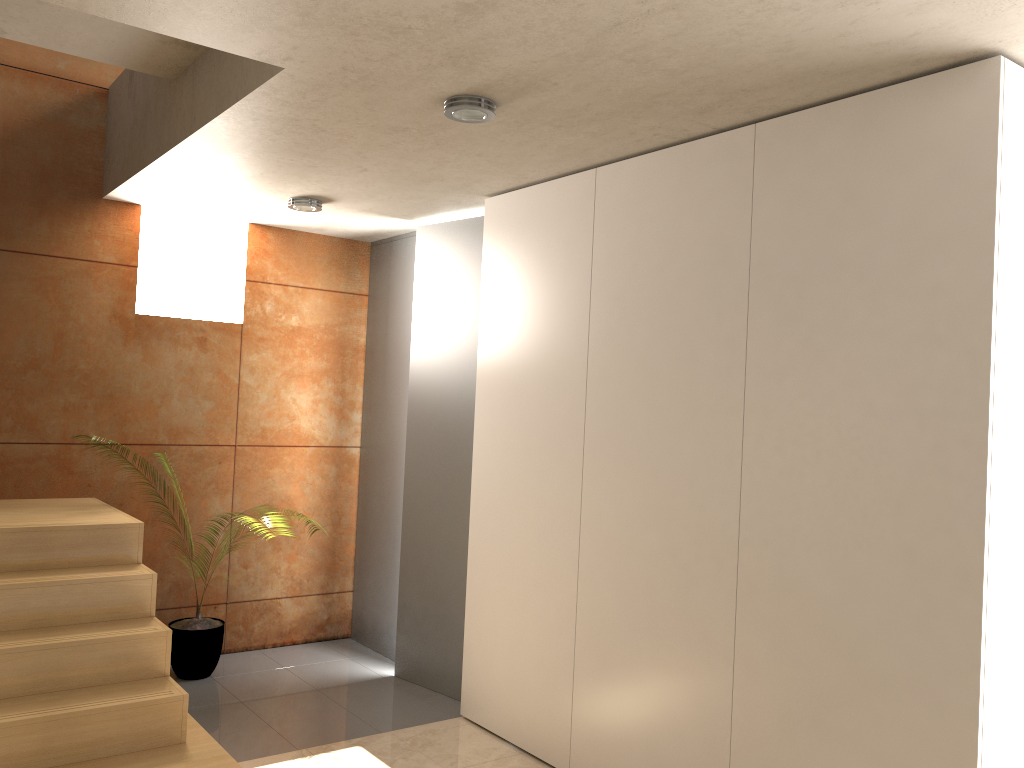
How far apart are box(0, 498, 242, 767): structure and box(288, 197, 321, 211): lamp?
1.72m

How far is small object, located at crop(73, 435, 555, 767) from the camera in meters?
4.6

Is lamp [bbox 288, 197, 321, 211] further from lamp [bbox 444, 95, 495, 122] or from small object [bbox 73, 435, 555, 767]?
small object [bbox 73, 435, 555, 767]

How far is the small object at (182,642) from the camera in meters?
4.6

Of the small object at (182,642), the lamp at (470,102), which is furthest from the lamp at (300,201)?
the small object at (182,642)

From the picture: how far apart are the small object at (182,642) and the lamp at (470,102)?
3.1 meters

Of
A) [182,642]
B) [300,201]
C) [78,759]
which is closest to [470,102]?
[300,201]

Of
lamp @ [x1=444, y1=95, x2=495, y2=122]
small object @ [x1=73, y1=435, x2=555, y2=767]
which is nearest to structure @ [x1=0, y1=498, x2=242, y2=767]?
small object @ [x1=73, y1=435, x2=555, y2=767]

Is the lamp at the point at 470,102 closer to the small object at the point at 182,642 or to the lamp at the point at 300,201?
the lamp at the point at 300,201

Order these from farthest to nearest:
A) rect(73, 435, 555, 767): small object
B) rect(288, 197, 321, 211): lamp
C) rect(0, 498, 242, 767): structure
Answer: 1. rect(73, 435, 555, 767): small object
2. rect(288, 197, 321, 211): lamp
3. rect(0, 498, 242, 767): structure
